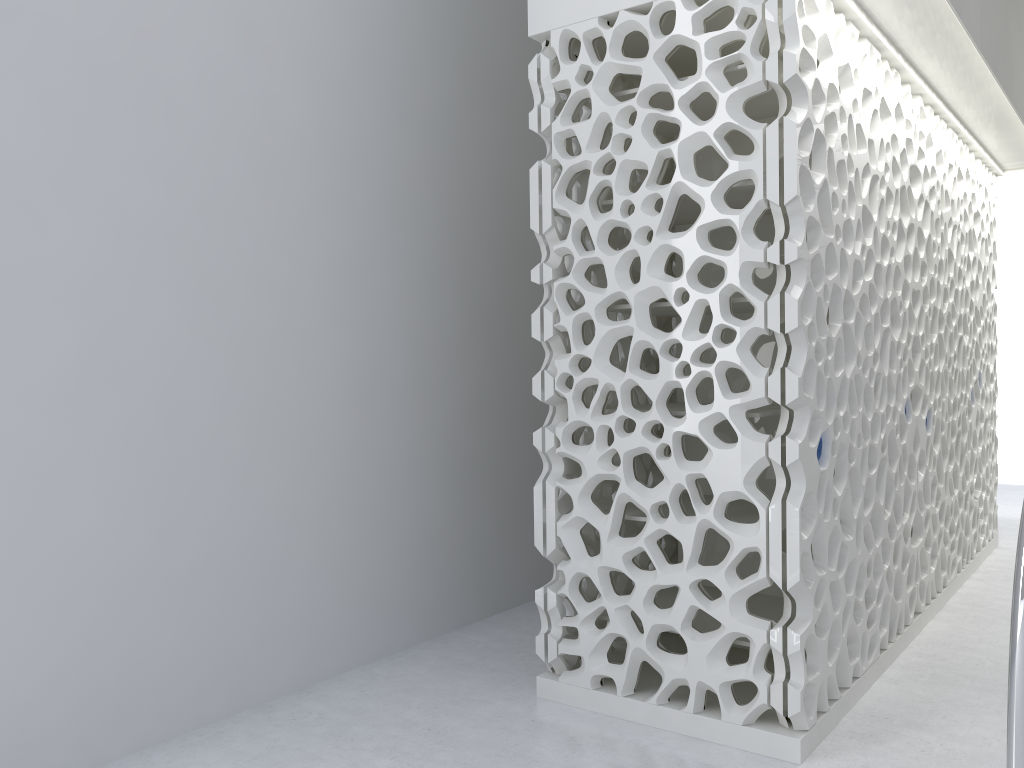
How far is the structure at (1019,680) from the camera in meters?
2.4

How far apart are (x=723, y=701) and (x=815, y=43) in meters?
2.7

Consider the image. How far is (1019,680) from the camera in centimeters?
244cm

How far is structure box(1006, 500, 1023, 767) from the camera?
2.4 meters
